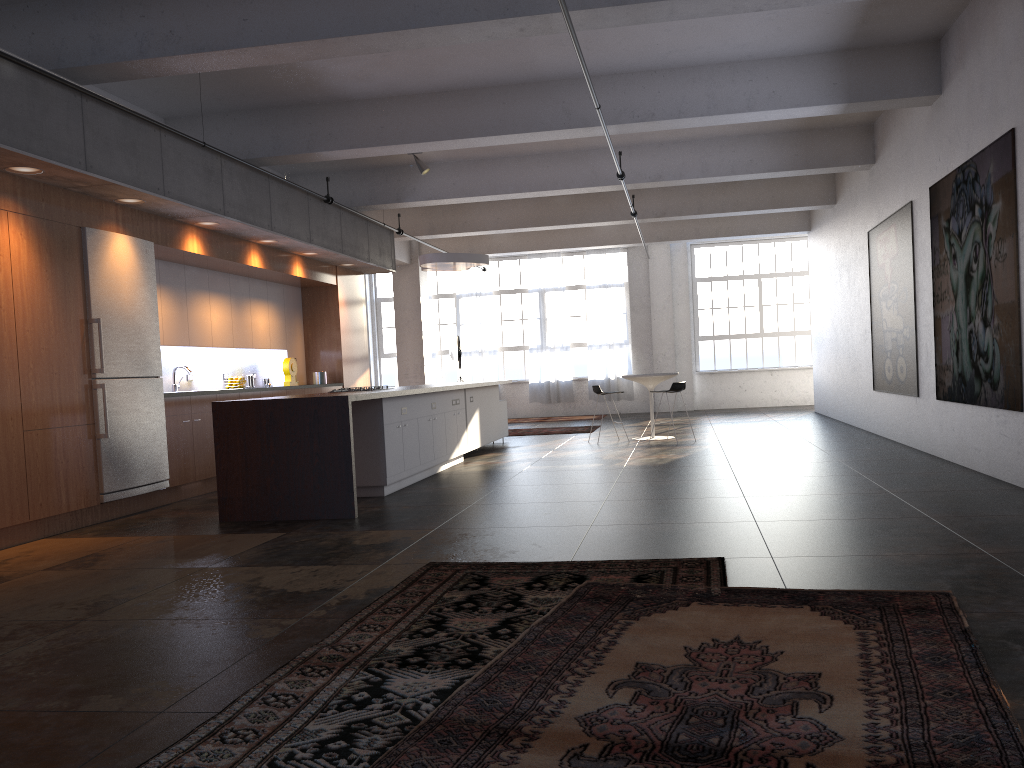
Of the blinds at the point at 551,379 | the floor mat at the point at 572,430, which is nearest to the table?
the floor mat at the point at 572,430

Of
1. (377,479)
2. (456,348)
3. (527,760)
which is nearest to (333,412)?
(377,479)

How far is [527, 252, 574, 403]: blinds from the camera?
20.3m

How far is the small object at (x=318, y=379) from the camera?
12.43m

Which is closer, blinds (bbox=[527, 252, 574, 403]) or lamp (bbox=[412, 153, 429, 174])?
lamp (bbox=[412, 153, 429, 174])

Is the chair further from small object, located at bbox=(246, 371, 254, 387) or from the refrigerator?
the refrigerator

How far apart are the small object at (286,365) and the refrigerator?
3.5 meters

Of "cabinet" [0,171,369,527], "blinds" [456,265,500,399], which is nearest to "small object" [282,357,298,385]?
"cabinet" [0,171,369,527]

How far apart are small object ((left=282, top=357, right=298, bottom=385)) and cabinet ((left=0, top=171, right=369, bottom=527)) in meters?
0.8 m

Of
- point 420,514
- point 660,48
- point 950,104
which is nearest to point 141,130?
point 420,514
